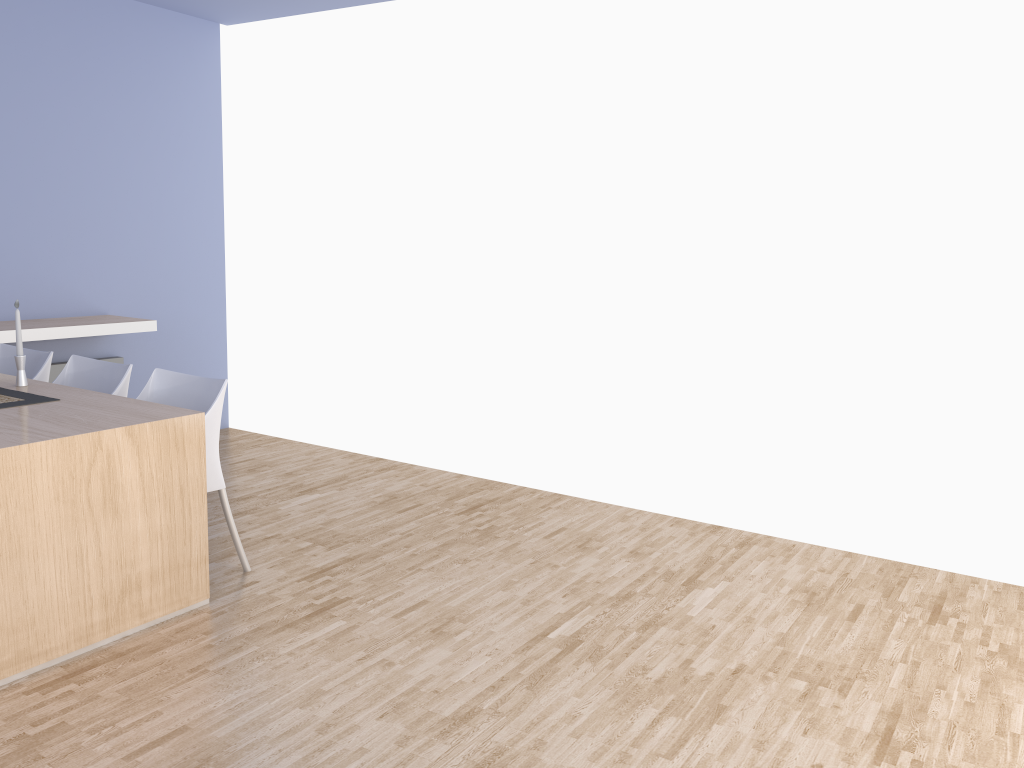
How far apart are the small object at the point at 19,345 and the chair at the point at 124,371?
0.3 meters

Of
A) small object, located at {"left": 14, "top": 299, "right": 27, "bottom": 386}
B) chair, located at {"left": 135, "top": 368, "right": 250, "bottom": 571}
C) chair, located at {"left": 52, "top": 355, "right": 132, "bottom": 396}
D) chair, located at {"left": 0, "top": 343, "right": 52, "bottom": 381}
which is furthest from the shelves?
chair, located at {"left": 135, "top": 368, "right": 250, "bottom": 571}

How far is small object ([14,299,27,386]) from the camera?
3.5m

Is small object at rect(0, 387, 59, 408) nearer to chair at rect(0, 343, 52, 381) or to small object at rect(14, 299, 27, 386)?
small object at rect(14, 299, 27, 386)

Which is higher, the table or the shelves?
the shelves

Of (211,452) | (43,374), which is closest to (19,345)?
(43,374)

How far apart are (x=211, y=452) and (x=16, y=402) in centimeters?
70cm

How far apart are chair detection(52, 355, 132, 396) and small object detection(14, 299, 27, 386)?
0.33m

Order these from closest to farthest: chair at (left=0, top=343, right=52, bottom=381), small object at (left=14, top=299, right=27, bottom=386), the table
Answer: the table → small object at (left=14, top=299, right=27, bottom=386) → chair at (left=0, top=343, right=52, bottom=381)

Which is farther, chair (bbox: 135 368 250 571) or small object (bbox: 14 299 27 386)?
small object (bbox: 14 299 27 386)
